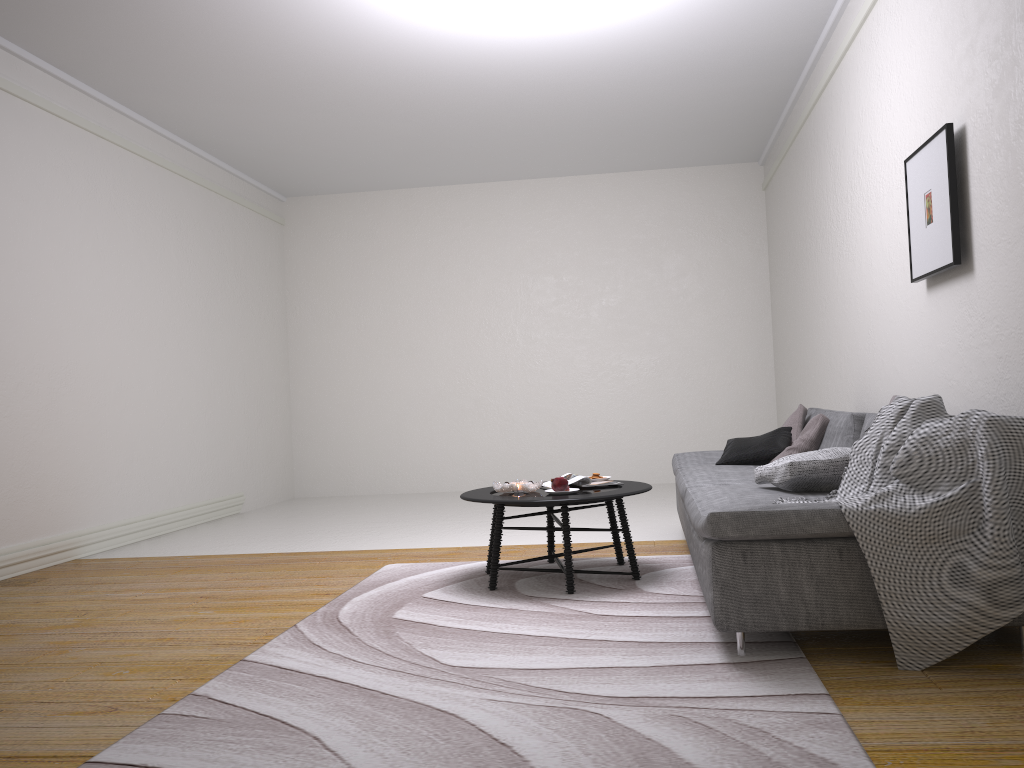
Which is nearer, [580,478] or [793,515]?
[793,515]

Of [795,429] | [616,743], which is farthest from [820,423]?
[616,743]

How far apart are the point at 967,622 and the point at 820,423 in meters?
2.2

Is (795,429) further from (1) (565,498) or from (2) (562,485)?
(1) (565,498)

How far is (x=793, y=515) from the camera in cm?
276

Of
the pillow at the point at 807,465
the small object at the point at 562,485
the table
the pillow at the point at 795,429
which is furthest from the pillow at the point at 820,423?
the small object at the point at 562,485

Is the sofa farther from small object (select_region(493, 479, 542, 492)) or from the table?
small object (select_region(493, 479, 542, 492))

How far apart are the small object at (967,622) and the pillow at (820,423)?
1.5 meters

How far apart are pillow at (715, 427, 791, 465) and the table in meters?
0.9

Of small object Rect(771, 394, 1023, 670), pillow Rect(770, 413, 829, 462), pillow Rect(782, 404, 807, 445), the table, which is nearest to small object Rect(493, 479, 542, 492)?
the table
